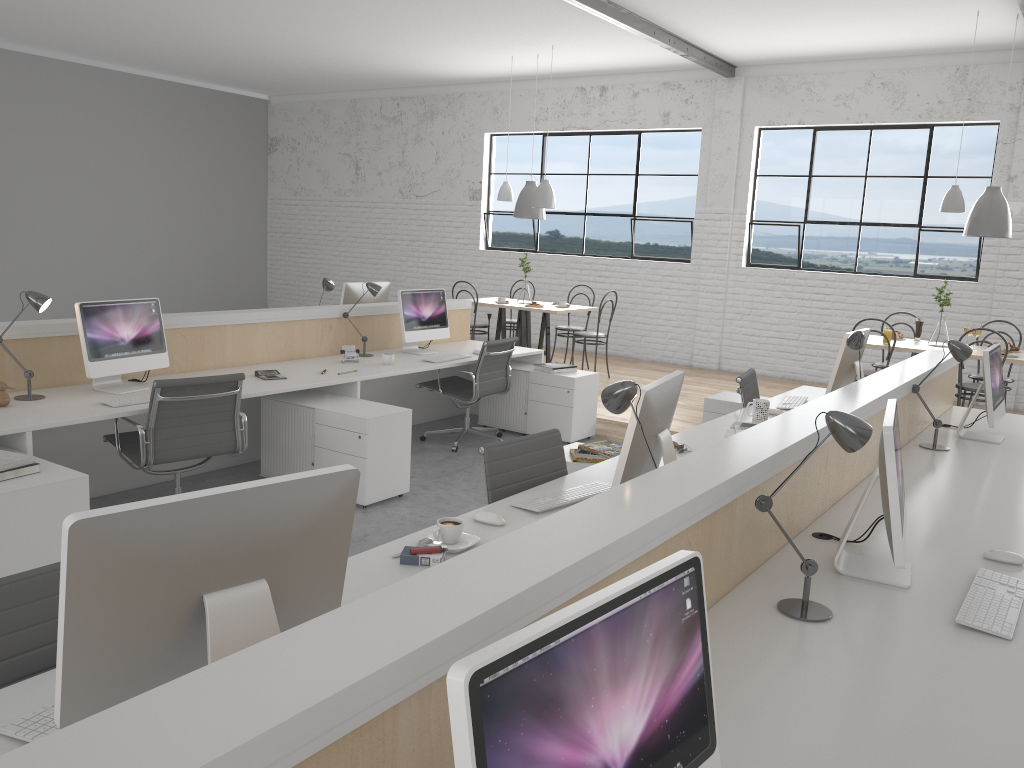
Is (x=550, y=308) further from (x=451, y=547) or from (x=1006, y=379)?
(x=451, y=547)

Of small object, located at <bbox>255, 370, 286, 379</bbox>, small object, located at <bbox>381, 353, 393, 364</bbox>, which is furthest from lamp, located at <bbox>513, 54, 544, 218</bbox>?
small object, located at <bbox>255, 370, 286, 379</bbox>

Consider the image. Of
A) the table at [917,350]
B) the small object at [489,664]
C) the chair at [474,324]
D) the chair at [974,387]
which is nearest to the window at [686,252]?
the chair at [474,324]

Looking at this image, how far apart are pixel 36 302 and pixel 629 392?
2.5 meters

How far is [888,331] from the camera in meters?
5.5 m

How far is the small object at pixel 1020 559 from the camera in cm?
209

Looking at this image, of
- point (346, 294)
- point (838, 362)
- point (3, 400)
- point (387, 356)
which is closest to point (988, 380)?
point (838, 362)

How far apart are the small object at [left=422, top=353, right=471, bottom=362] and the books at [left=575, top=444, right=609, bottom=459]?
1.8m

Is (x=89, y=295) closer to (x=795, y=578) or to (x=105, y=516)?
(x=795, y=578)

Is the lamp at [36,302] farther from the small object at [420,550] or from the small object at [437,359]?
the small object at [420,550]
